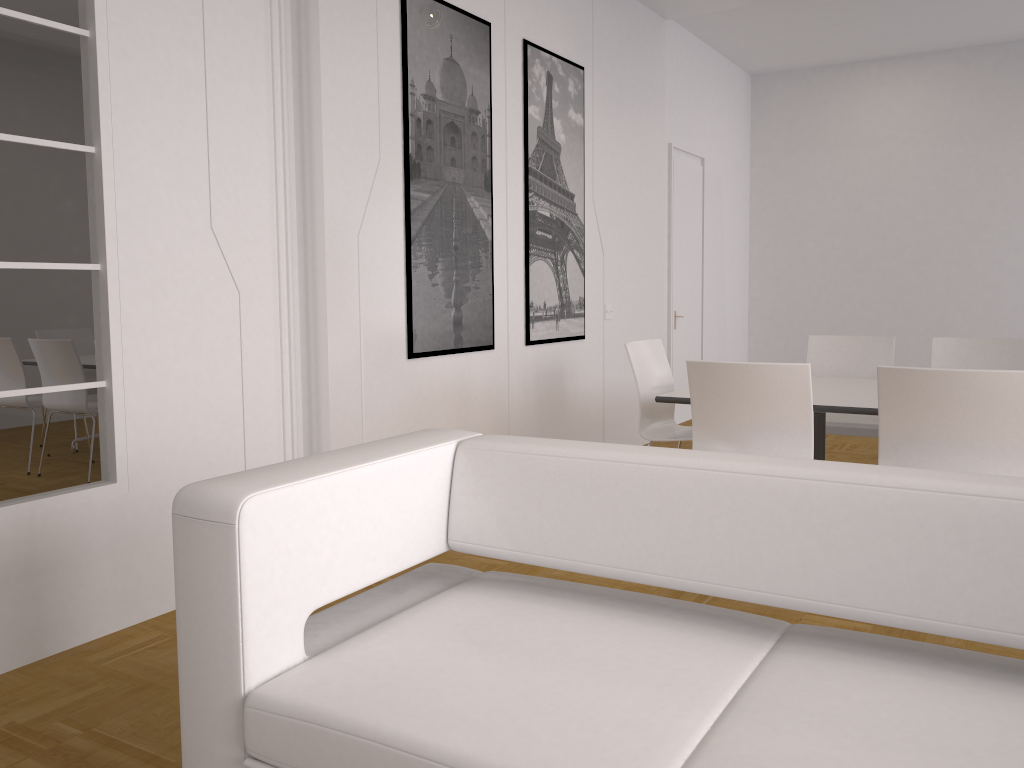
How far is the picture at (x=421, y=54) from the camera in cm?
426

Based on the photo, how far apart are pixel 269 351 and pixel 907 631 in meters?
2.7 m

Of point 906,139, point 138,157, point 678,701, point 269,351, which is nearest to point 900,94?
point 906,139

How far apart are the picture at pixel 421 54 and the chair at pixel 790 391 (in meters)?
1.45

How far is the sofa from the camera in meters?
1.4 m

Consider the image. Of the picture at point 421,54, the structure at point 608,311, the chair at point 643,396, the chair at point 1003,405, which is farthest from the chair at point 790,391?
the structure at point 608,311

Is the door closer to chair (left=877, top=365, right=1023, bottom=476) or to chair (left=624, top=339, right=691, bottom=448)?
chair (left=624, top=339, right=691, bottom=448)

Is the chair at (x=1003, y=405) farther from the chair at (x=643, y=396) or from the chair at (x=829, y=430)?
the chair at (x=829, y=430)

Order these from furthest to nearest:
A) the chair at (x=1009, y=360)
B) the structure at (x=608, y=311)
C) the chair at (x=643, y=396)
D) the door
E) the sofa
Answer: the door → the structure at (x=608, y=311) → the chair at (x=1009, y=360) → the chair at (x=643, y=396) → the sofa

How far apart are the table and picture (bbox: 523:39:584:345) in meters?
1.3 m
